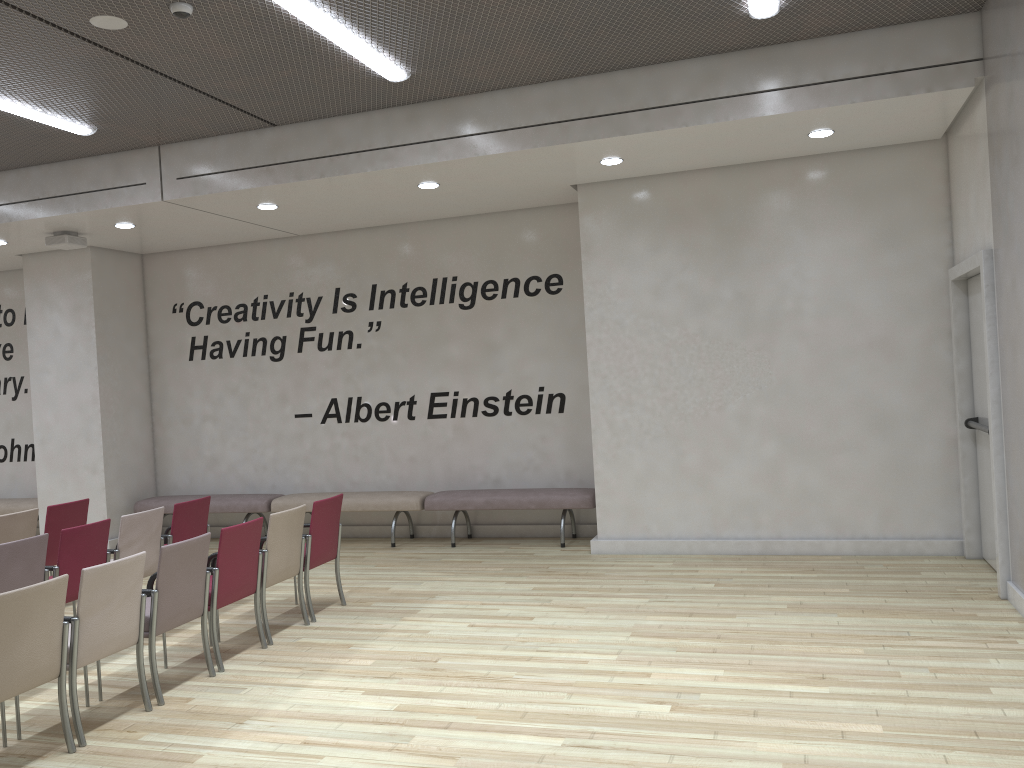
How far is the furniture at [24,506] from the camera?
10.91m

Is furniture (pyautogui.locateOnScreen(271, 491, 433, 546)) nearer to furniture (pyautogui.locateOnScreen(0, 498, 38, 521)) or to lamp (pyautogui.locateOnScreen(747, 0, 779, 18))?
furniture (pyautogui.locateOnScreen(0, 498, 38, 521))

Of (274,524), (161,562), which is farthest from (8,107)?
(161,562)

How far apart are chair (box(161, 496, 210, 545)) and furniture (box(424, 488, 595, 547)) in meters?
2.5 m

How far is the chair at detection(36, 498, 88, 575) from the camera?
7.3m

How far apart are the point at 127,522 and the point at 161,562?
1.67m

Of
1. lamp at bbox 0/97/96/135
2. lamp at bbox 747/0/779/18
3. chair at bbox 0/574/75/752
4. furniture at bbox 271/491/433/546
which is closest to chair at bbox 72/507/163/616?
chair at bbox 0/574/75/752

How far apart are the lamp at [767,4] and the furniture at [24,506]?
9.82m

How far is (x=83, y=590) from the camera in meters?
4.5 m

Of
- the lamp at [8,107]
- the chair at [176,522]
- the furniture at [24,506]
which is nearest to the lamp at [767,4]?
the lamp at [8,107]
